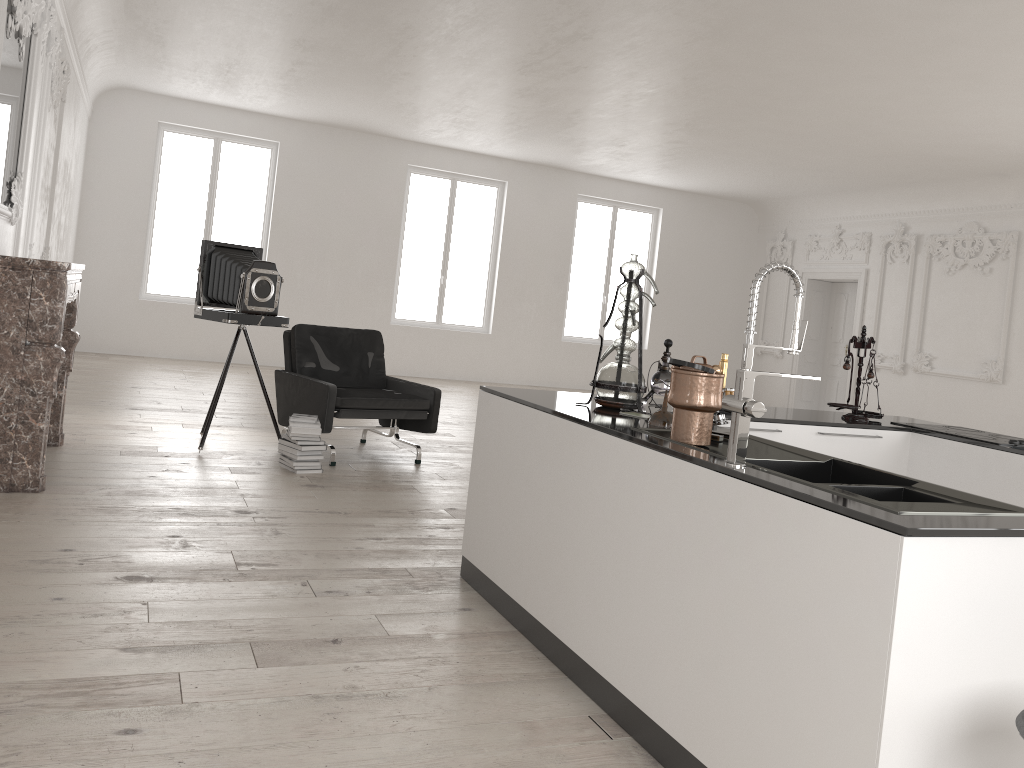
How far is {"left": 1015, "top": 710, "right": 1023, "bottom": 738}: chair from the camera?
1.7m

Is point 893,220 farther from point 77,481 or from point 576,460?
point 77,481

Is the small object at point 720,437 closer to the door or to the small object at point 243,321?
the small object at point 243,321

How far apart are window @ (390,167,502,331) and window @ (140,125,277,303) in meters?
2.2 m

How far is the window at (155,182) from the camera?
12.9m

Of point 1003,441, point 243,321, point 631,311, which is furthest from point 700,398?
point 243,321

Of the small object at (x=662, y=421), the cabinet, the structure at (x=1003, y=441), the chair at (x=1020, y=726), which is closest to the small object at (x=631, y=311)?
the cabinet

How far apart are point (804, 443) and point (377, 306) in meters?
10.8 m

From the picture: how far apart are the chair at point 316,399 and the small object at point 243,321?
0.3m

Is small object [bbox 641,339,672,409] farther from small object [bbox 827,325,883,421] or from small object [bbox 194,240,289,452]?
small object [bbox 194,240,289,452]
